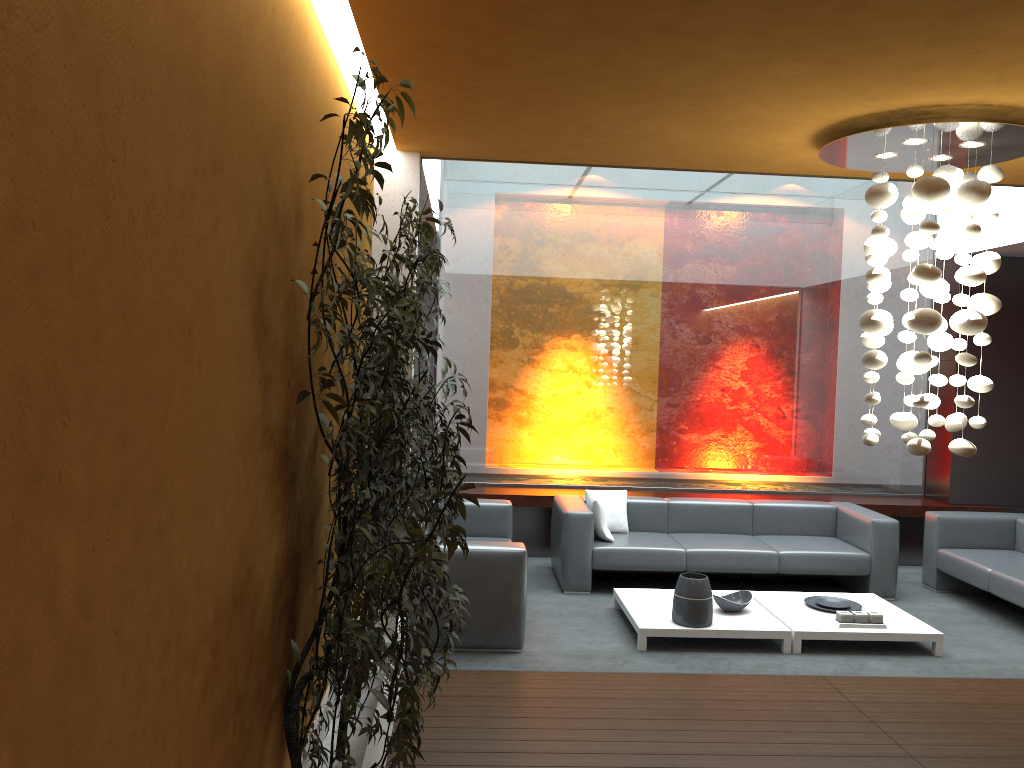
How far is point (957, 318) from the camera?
4.1m

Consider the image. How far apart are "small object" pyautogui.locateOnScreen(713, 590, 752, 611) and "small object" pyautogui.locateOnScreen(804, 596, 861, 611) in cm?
54

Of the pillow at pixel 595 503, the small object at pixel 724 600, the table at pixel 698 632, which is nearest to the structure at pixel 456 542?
the table at pixel 698 632

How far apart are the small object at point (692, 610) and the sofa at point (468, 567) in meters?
1.0

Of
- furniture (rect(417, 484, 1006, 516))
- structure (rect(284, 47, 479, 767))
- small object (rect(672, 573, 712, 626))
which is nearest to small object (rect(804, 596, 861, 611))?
small object (rect(672, 573, 712, 626))

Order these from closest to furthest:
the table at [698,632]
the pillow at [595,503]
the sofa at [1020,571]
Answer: the table at [698,632]
the sofa at [1020,571]
the pillow at [595,503]

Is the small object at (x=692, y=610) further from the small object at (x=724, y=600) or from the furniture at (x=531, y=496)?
the furniture at (x=531, y=496)

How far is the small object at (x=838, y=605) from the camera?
6.4m

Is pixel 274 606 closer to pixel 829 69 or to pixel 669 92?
pixel 669 92

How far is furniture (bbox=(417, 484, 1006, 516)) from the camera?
8.21m
